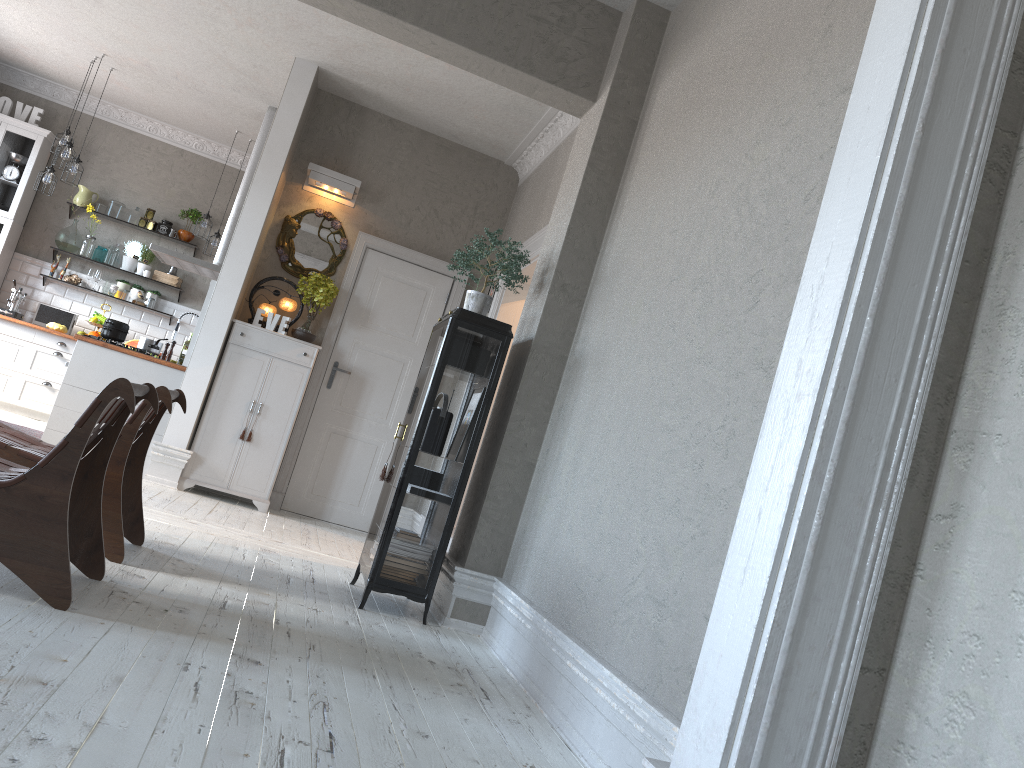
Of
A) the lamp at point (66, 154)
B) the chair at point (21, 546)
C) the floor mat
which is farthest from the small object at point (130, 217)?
the chair at point (21, 546)

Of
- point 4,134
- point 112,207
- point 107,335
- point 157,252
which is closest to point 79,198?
point 112,207

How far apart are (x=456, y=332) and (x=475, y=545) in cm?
102

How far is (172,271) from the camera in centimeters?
956cm

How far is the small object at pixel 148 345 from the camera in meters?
6.8

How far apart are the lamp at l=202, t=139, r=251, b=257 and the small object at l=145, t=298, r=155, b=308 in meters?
1.0

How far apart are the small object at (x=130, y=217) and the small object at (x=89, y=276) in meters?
0.7

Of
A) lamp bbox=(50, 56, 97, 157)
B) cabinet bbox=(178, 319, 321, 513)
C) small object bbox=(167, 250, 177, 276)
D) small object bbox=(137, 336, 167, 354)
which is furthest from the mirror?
small object bbox=(167, 250, 177, 276)

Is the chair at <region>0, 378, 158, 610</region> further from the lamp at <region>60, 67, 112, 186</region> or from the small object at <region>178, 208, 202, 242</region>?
the small object at <region>178, 208, 202, 242</region>

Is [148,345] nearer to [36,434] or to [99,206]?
[36,434]
